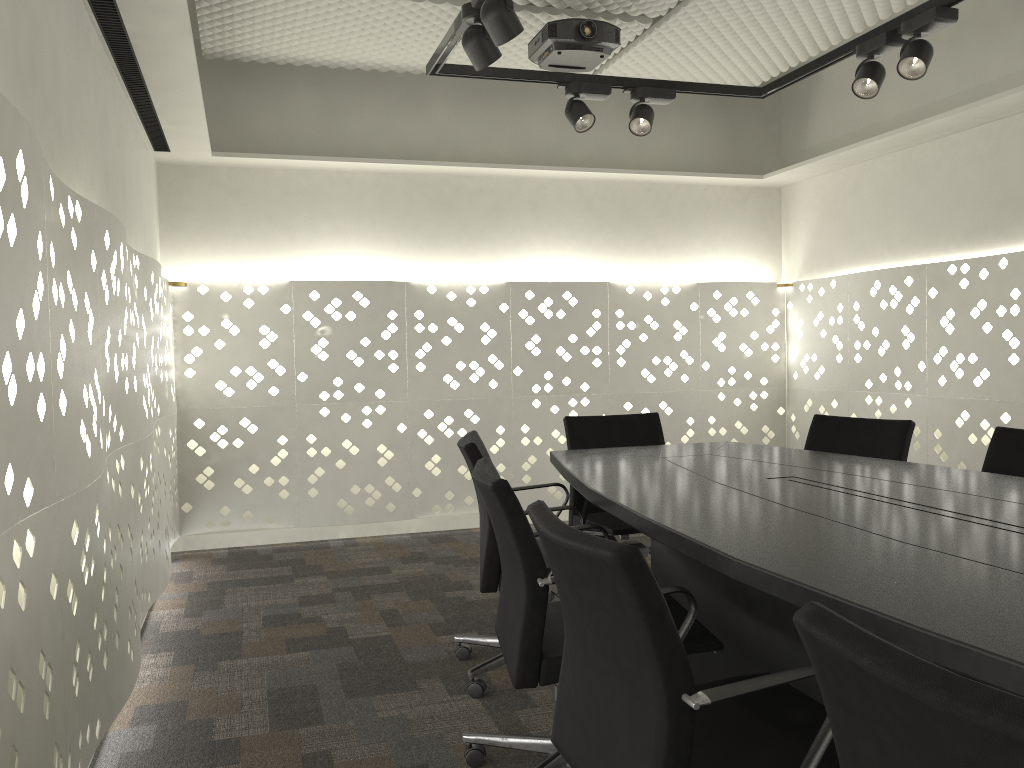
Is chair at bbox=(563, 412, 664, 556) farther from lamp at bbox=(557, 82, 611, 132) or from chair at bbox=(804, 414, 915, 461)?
lamp at bbox=(557, 82, 611, 132)

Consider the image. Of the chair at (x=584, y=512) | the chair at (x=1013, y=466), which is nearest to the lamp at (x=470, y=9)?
the chair at (x=584, y=512)

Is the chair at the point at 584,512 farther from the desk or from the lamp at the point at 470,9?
the lamp at the point at 470,9

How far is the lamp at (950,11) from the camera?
2.8 meters

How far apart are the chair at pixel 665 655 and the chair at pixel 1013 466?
1.44m

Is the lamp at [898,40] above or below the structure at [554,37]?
below

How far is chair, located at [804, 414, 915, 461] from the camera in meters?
3.1 m

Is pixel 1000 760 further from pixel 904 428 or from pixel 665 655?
pixel 904 428

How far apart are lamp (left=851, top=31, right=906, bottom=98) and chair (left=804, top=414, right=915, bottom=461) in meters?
1.1 m

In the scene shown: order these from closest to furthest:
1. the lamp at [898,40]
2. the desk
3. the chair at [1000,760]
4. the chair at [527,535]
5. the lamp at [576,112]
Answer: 1. the chair at [1000,760]
2. the desk
3. the chair at [527,535]
4. the lamp at [898,40]
5. the lamp at [576,112]
